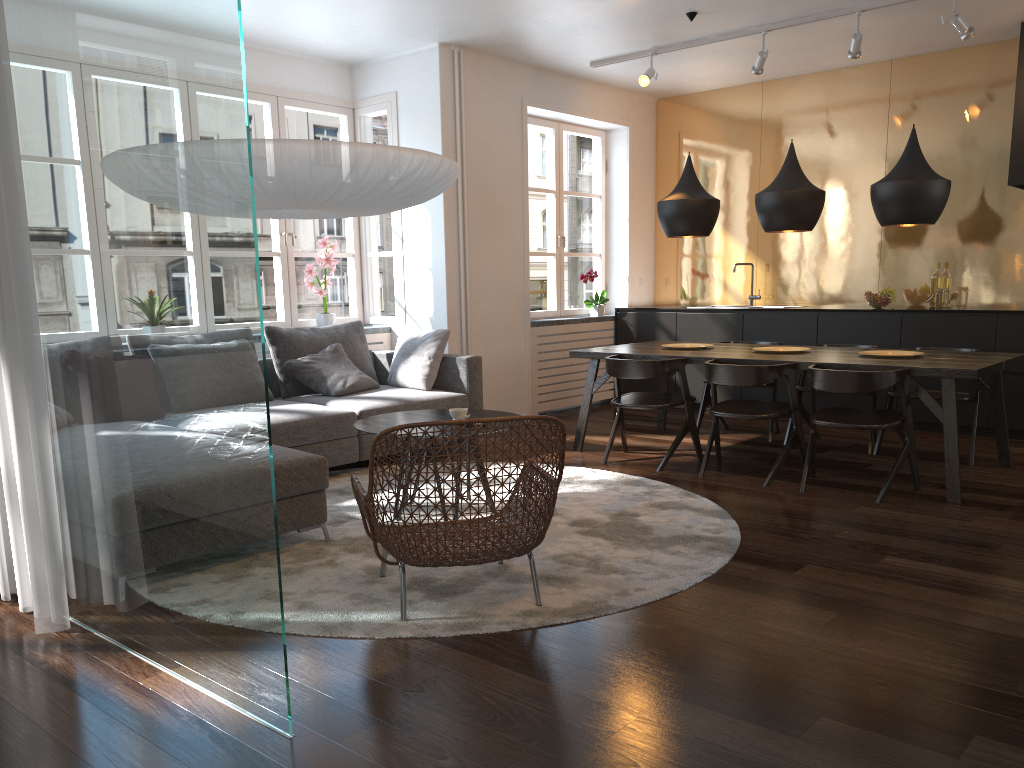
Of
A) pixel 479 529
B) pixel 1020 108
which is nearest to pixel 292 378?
pixel 479 529

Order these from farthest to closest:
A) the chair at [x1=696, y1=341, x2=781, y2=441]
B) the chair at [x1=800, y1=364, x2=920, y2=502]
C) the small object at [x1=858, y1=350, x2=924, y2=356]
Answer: the chair at [x1=696, y1=341, x2=781, y2=441] → the small object at [x1=858, y1=350, x2=924, y2=356] → the chair at [x1=800, y1=364, x2=920, y2=502]

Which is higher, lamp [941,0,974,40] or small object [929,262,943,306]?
lamp [941,0,974,40]

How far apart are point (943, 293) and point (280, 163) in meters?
5.4

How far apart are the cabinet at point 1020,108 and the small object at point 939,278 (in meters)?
0.82

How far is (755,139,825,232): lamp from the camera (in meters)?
5.27

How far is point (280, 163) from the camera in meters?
3.2 m

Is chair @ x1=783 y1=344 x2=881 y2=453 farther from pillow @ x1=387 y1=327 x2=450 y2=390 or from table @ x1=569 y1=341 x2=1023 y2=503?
pillow @ x1=387 y1=327 x2=450 y2=390

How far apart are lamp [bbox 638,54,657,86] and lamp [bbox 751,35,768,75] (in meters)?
0.75

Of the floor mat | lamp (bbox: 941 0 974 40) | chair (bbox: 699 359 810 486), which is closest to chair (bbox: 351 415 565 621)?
the floor mat
